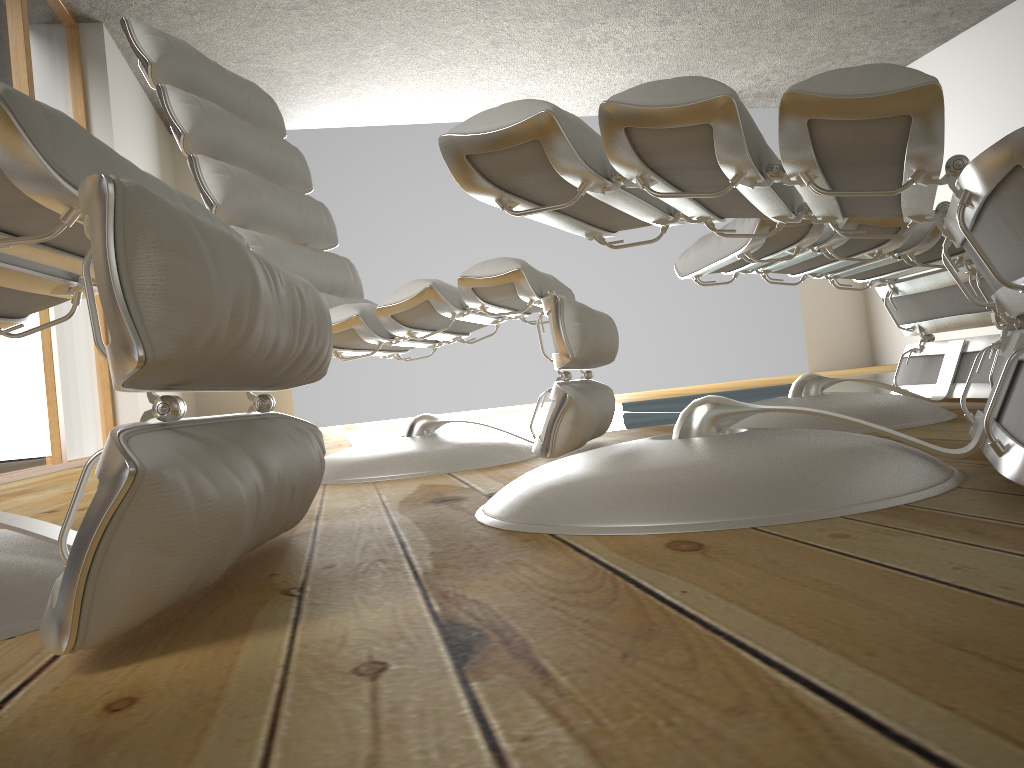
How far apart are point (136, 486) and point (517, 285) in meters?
1.1

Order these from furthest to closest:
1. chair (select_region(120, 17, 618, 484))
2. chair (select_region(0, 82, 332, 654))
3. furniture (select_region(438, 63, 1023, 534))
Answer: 1. chair (select_region(120, 17, 618, 484))
2. furniture (select_region(438, 63, 1023, 534))
3. chair (select_region(0, 82, 332, 654))

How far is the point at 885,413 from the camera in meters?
1.6 m

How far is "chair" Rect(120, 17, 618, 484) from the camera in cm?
159

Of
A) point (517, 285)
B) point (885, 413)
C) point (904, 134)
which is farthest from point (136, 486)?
point (885, 413)

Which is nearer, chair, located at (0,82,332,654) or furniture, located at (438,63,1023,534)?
chair, located at (0,82,332,654)

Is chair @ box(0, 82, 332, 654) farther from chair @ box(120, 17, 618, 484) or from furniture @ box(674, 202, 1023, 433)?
furniture @ box(674, 202, 1023, 433)

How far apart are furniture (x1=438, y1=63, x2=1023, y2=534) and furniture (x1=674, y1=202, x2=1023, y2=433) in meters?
0.3

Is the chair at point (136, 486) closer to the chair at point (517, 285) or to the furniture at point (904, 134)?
the furniture at point (904, 134)

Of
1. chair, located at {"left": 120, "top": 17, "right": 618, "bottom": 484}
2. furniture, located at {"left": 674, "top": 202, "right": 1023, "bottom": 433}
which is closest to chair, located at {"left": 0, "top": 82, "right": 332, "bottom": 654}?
chair, located at {"left": 120, "top": 17, "right": 618, "bottom": 484}
